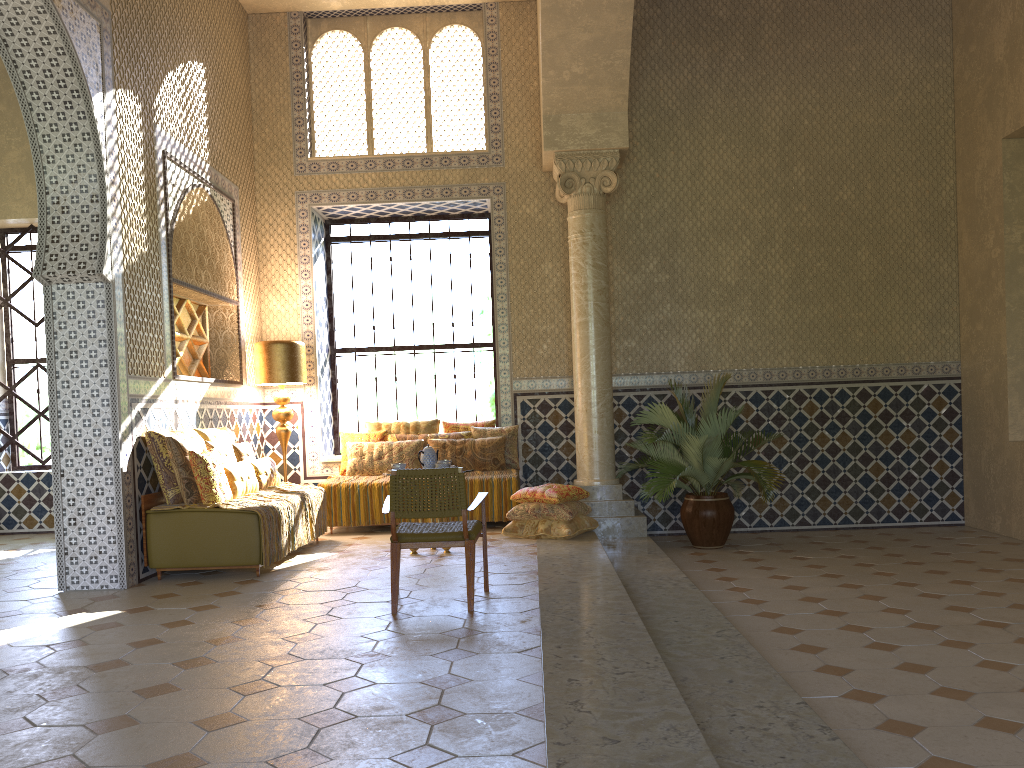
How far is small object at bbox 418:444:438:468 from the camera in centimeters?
1057cm

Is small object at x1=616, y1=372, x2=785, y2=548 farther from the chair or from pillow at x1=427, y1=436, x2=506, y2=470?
the chair

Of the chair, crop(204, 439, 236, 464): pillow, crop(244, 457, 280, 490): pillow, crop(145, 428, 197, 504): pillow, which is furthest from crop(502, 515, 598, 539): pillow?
crop(145, 428, 197, 504): pillow

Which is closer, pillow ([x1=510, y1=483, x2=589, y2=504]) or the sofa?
the sofa

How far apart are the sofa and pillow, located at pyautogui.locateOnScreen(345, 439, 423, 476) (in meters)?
3.66

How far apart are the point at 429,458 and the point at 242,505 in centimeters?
225cm

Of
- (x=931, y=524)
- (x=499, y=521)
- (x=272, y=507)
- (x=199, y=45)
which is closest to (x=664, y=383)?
(x=499, y=521)

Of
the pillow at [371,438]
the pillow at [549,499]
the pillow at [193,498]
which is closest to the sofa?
the pillow at [193,498]

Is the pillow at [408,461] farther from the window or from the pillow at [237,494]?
the pillow at [237,494]

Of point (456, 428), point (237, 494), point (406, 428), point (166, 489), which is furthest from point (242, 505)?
point (456, 428)
